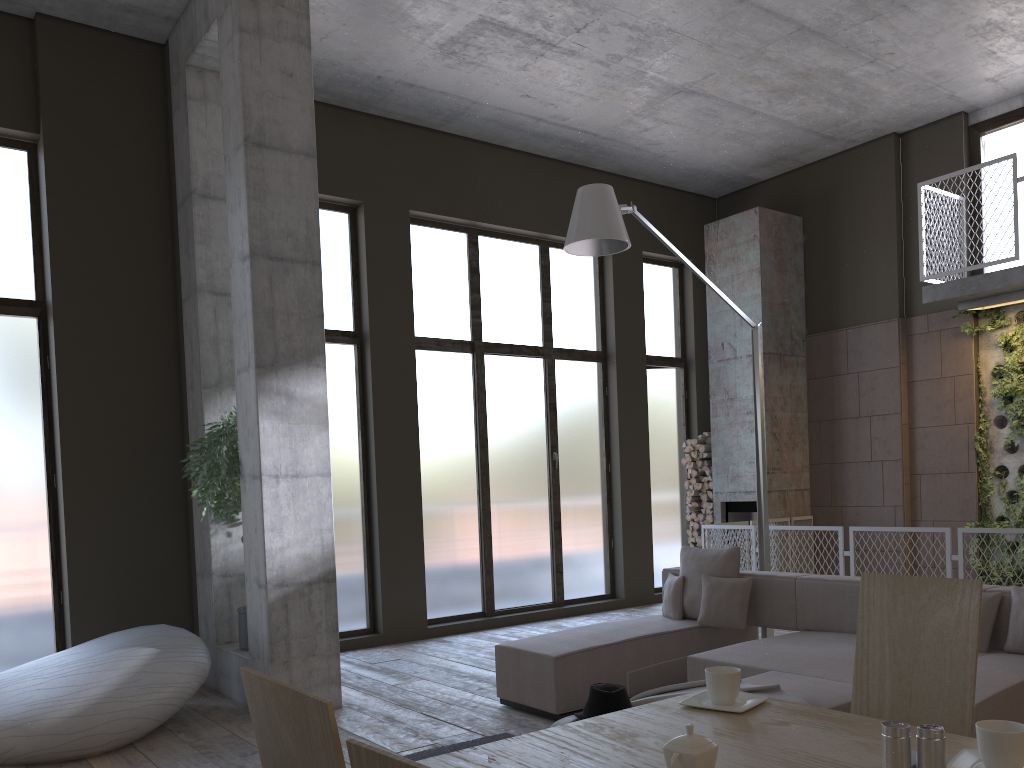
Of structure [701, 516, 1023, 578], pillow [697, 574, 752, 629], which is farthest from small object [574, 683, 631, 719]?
structure [701, 516, 1023, 578]

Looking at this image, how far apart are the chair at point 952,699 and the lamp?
3.6m

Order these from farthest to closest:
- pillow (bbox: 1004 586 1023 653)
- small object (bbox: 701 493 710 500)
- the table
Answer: small object (bbox: 701 493 710 500), pillow (bbox: 1004 586 1023 653), the table

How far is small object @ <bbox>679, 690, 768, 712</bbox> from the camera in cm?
217

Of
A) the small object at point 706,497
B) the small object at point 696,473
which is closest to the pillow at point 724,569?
the small object at point 706,497

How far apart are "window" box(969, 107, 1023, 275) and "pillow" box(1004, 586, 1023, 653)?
5.4m

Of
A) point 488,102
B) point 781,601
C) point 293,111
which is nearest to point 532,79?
point 488,102

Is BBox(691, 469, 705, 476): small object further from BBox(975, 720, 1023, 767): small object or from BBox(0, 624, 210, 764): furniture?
BBox(975, 720, 1023, 767): small object

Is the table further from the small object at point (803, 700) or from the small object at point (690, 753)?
the small object at point (803, 700)

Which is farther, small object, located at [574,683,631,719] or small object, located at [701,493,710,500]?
small object, located at [701,493,710,500]
